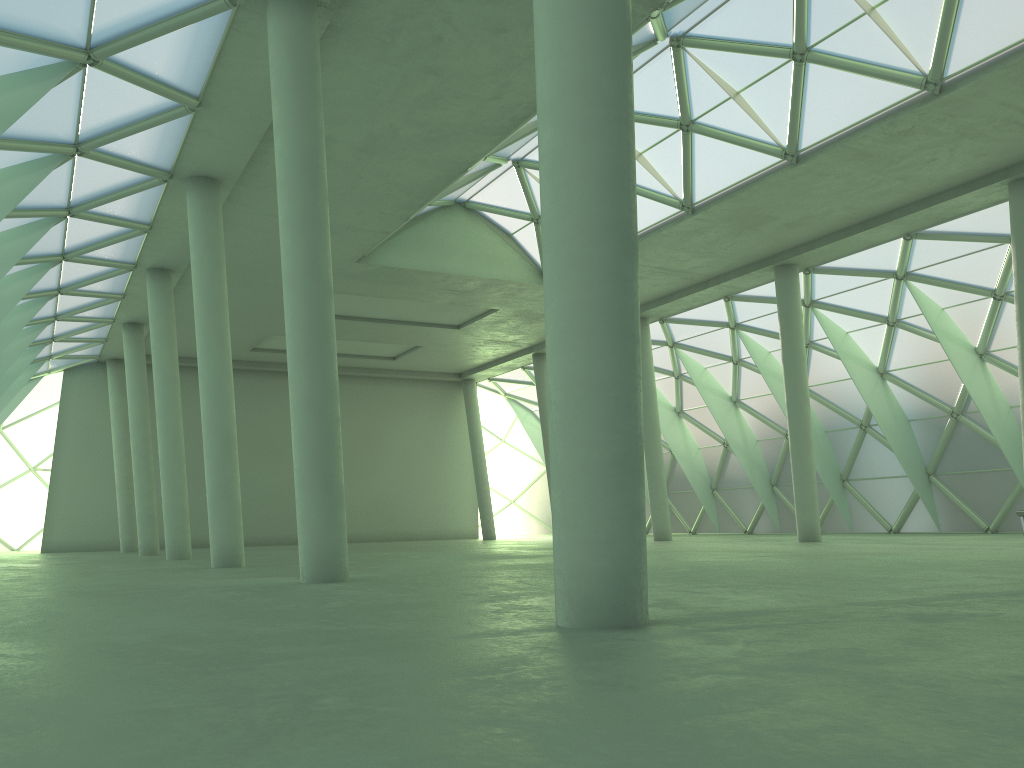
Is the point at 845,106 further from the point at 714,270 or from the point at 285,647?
the point at 285,647

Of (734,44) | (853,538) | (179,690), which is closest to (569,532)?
(179,690)
